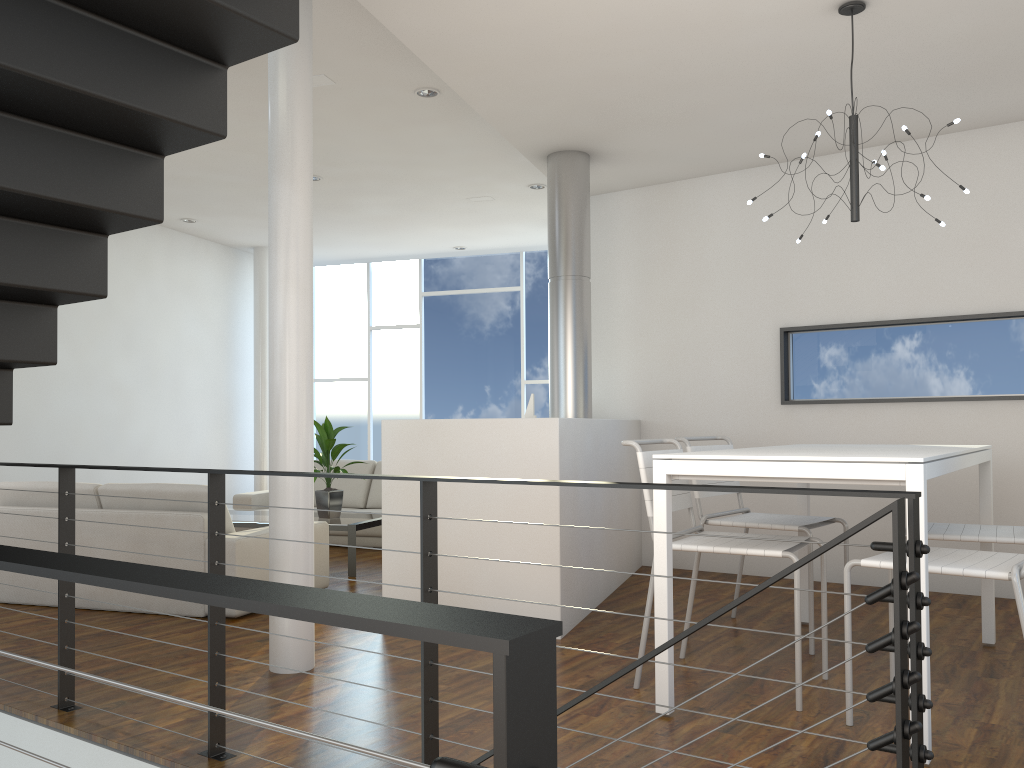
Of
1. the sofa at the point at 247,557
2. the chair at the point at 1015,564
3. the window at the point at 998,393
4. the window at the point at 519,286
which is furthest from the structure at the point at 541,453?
the window at the point at 519,286

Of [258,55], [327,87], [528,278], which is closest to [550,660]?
[258,55]

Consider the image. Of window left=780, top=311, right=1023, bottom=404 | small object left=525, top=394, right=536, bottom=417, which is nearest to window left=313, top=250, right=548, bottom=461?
small object left=525, top=394, right=536, bottom=417

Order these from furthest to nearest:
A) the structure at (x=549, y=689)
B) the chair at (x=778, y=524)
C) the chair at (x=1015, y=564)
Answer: the chair at (x=778, y=524) → the chair at (x=1015, y=564) → the structure at (x=549, y=689)

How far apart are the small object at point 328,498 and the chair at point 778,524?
2.31m

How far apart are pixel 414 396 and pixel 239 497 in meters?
2.5 m

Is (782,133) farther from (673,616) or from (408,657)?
(408,657)

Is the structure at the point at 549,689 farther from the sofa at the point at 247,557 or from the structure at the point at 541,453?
the structure at the point at 541,453

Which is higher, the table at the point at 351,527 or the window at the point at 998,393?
the window at the point at 998,393

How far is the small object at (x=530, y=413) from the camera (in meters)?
4.96
